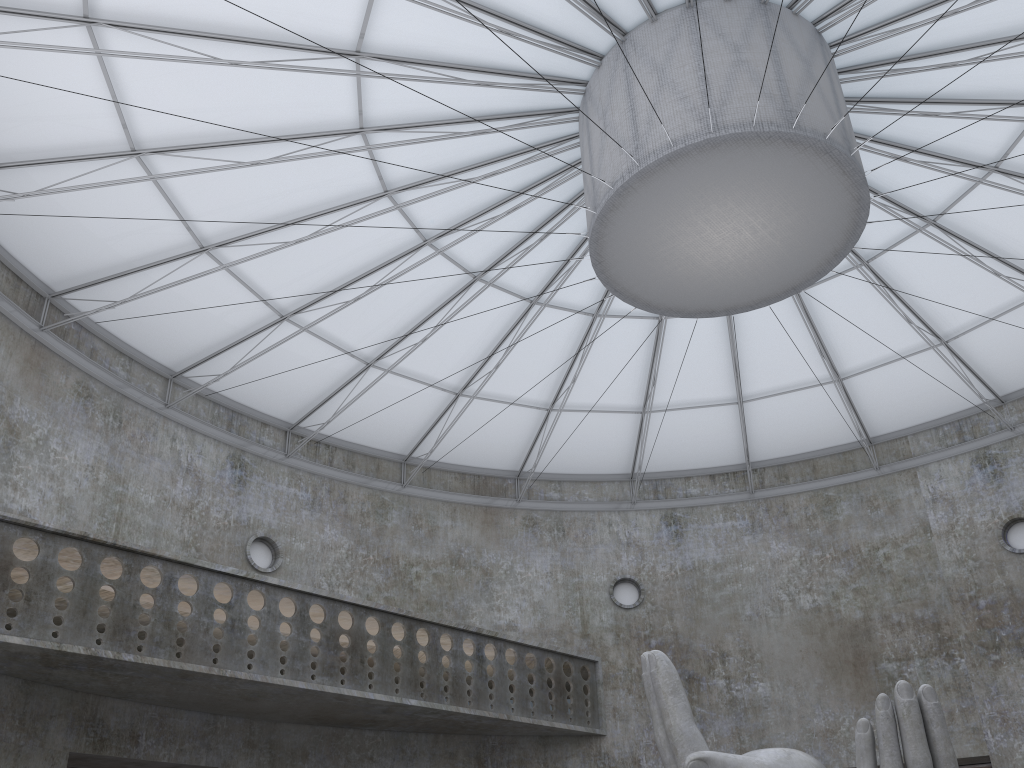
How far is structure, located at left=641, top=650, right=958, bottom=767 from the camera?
14.1 meters

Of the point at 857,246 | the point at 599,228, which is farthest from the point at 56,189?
the point at 857,246

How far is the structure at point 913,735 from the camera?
14.1m

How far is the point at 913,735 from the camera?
14.1m
